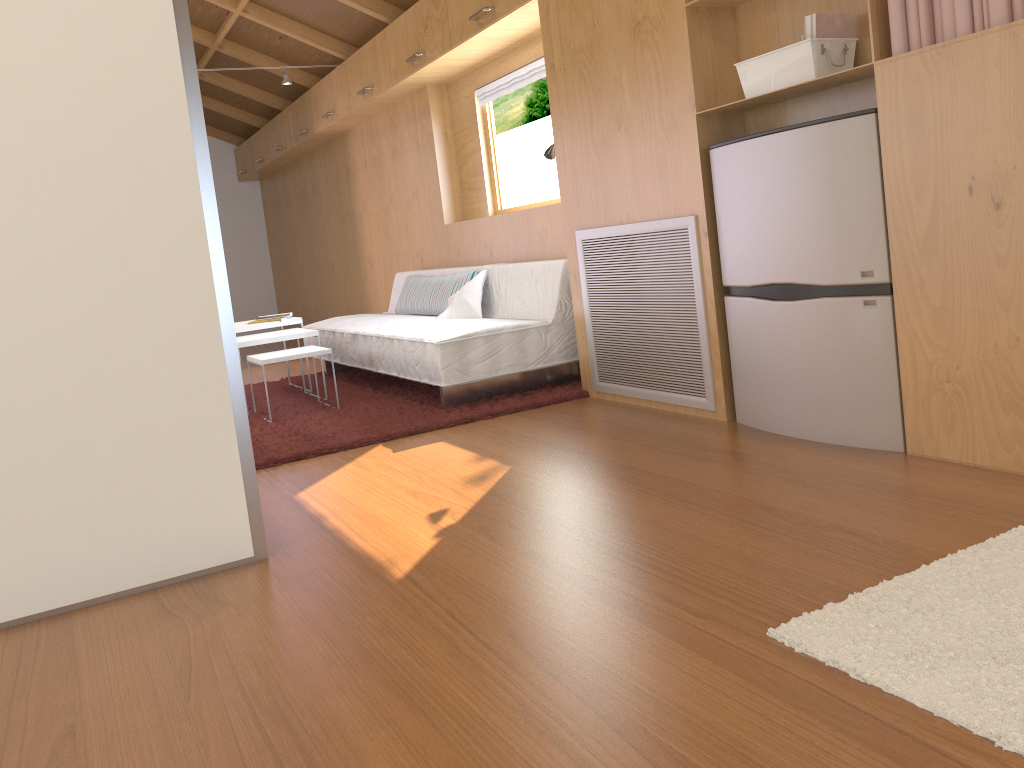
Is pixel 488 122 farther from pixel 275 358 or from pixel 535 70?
pixel 275 358

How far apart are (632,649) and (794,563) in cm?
49

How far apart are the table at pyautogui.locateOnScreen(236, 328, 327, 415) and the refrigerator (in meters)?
2.38

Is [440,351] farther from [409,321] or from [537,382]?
[409,321]

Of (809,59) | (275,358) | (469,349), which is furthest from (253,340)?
(809,59)

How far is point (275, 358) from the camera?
4.2m

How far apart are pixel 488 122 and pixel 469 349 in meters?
2.0

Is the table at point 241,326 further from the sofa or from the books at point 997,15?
the books at point 997,15

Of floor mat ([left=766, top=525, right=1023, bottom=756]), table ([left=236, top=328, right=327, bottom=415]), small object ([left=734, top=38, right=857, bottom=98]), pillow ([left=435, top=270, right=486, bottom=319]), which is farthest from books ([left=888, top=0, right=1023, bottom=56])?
table ([left=236, top=328, right=327, bottom=415])

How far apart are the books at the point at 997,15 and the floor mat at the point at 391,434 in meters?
2.0
